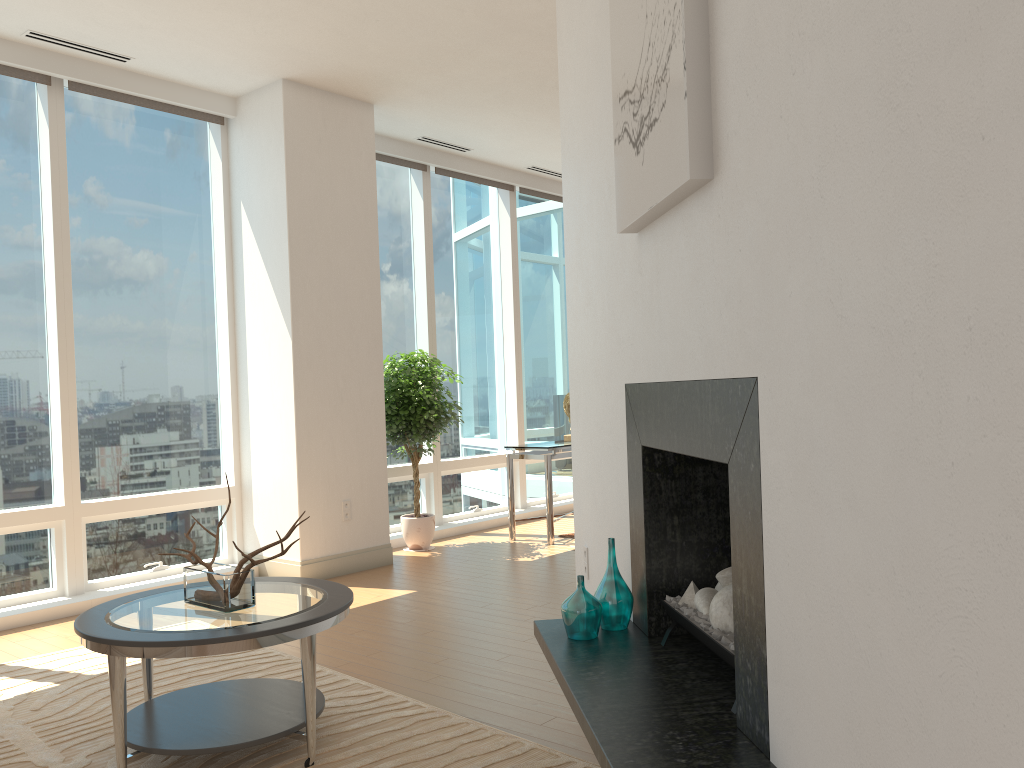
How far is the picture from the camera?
2.1 meters

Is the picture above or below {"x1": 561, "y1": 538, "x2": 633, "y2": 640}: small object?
above

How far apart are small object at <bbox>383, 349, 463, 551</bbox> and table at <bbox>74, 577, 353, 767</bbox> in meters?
3.2

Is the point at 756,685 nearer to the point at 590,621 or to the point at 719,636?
the point at 719,636

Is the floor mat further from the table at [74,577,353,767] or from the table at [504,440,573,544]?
the table at [504,440,573,544]

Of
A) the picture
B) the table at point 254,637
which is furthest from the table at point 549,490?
the picture

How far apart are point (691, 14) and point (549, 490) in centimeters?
527cm

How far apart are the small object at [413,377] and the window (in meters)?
0.18

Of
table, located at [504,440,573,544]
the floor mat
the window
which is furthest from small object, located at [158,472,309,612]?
table, located at [504,440,573,544]

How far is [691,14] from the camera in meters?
2.1 m
